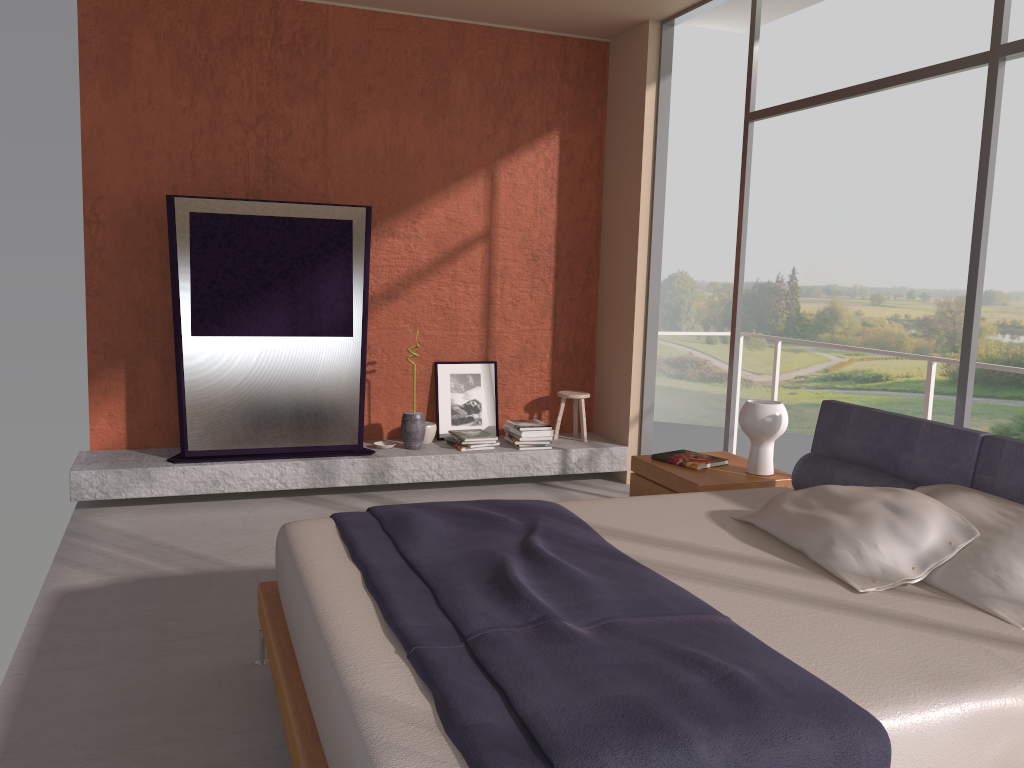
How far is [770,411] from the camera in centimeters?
405cm

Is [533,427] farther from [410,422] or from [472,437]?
[410,422]

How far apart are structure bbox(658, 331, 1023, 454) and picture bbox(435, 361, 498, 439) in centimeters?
196cm

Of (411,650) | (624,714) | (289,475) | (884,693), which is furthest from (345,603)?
(289,475)

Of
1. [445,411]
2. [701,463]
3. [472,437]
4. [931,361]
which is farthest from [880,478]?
[445,411]

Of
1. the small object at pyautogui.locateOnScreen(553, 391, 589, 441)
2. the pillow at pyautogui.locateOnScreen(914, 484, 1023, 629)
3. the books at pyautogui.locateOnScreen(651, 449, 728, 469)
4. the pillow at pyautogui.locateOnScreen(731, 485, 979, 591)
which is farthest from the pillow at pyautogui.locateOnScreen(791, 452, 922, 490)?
the small object at pyautogui.locateOnScreen(553, 391, 589, 441)

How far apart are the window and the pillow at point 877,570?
0.9 meters

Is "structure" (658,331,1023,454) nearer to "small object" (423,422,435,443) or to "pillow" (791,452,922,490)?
"pillow" (791,452,922,490)

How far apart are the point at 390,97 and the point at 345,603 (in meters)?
4.35

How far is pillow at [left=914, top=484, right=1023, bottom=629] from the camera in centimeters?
250cm
